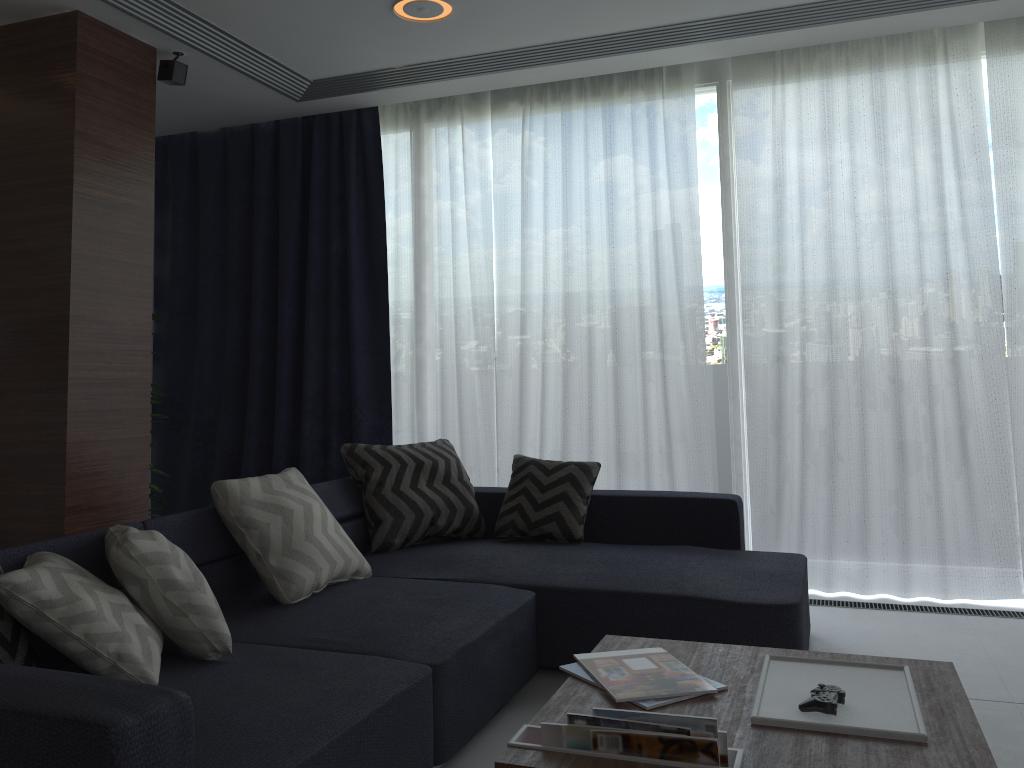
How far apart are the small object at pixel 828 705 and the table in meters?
0.0 m

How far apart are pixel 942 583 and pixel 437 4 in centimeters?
328cm

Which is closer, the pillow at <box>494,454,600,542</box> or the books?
the books

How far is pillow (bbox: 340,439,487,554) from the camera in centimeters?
366cm

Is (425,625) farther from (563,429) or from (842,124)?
(842,124)

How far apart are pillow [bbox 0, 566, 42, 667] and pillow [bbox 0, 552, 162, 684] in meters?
0.1

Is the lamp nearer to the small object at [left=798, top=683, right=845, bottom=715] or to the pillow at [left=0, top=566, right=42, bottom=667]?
the pillow at [left=0, top=566, right=42, bottom=667]

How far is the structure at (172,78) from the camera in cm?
399

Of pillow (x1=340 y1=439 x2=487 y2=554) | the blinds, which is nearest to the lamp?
the blinds

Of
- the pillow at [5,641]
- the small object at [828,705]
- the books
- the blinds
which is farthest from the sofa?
the small object at [828,705]
